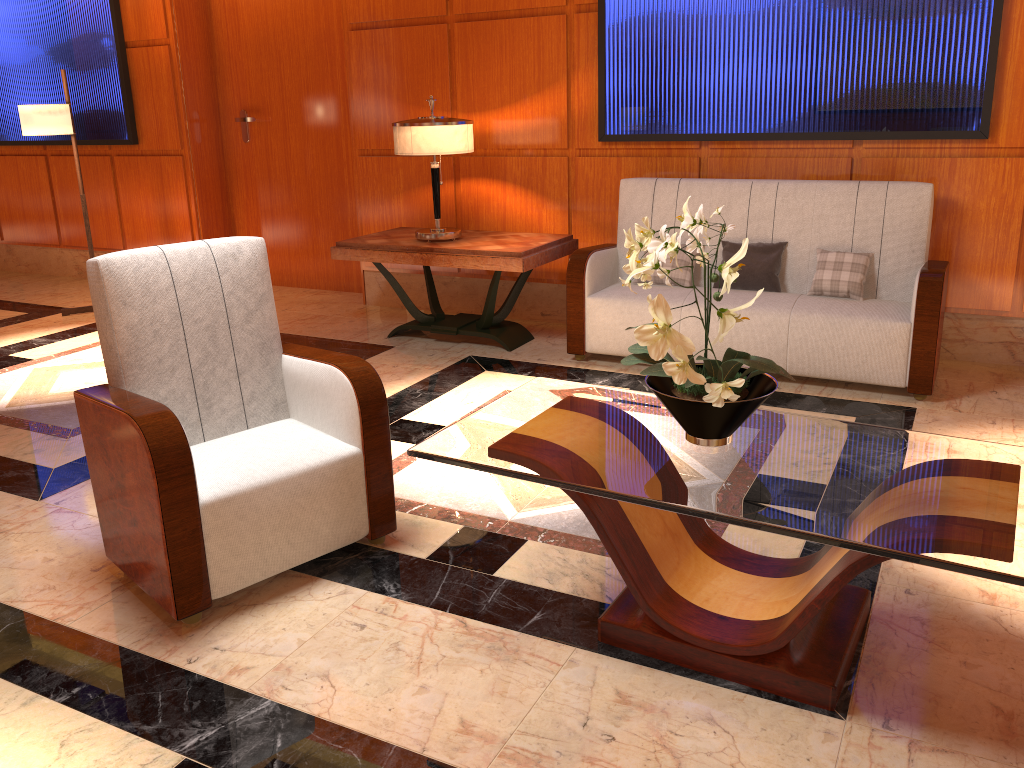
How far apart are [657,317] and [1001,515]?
0.8m

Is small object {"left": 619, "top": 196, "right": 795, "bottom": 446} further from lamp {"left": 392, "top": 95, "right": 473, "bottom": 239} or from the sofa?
lamp {"left": 392, "top": 95, "right": 473, "bottom": 239}

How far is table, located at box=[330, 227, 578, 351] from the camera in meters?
4.7

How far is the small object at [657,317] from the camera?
1.9 meters

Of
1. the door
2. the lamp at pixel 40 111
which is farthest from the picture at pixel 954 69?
the lamp at pixel 40 111

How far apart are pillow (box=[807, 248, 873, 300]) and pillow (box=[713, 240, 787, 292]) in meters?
0.2

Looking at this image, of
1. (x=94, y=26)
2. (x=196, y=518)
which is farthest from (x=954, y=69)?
(x=94, y=26)

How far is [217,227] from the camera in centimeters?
699cm

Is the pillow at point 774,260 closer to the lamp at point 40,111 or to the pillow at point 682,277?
the pillow at point 682,277

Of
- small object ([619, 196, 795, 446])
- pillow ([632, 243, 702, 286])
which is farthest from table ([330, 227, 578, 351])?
small object ([619, 196, 795, 446])
